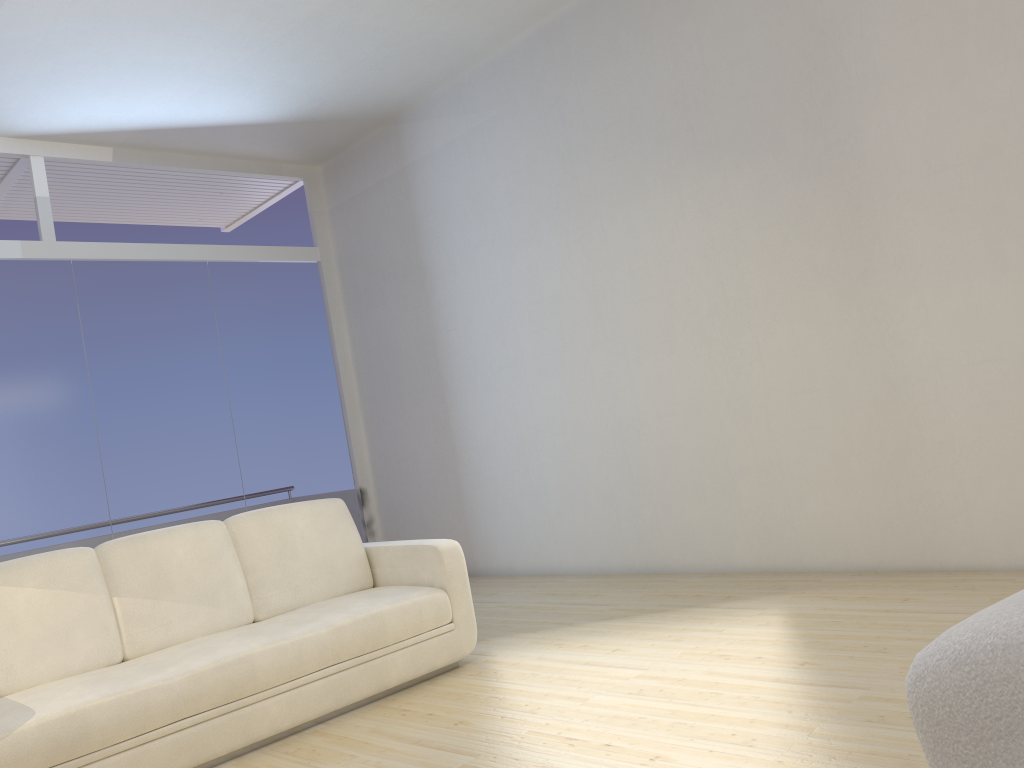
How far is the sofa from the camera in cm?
304

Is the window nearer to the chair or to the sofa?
the sofa

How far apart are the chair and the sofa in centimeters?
299cm

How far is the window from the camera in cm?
589

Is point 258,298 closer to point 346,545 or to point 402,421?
point 402,421

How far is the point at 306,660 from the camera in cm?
349

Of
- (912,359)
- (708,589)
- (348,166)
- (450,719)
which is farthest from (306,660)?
(348,166)

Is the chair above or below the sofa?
above

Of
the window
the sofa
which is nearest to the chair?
the sofa

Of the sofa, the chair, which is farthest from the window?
the chair
